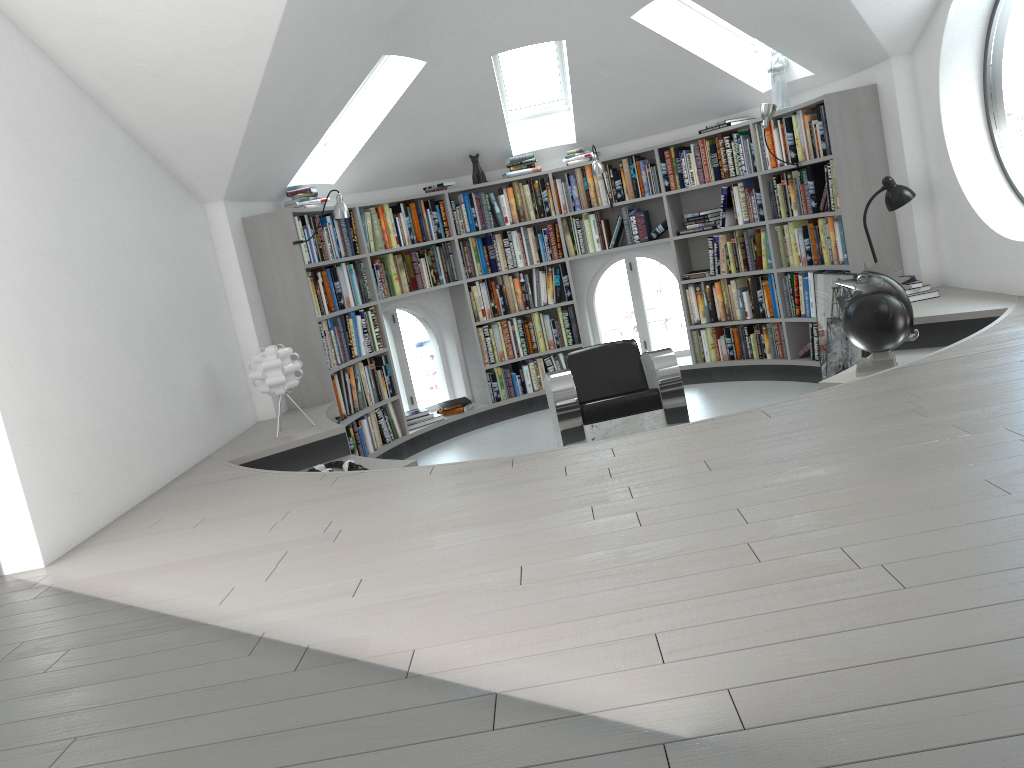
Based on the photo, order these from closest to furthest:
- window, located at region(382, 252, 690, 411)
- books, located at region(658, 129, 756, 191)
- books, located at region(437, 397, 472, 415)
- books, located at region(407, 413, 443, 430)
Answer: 1. books, located at region(658, 129, 756, 191)
2. books, located at region(407, 413, 443, 430)
3. books, located at region(437, 397, 472, 415)
4. window, located at region(382, 252, 690, 411)

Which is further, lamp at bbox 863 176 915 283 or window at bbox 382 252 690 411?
window at bbox 382 252 690 411

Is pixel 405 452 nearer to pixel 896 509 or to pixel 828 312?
pixel 828 312

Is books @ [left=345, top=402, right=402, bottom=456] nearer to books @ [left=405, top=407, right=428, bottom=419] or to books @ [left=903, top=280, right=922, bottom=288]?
books @ [left=405, top=407, right=428, bottom=419]

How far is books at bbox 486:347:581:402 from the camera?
7.78m

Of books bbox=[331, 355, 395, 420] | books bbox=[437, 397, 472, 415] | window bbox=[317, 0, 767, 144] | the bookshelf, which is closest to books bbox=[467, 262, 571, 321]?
the bookshelf

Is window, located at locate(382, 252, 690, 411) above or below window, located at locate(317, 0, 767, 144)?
below

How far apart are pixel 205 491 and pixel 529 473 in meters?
1.7 m

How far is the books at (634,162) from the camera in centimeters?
748cm

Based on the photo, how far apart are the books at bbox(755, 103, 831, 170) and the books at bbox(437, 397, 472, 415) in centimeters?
307cm
